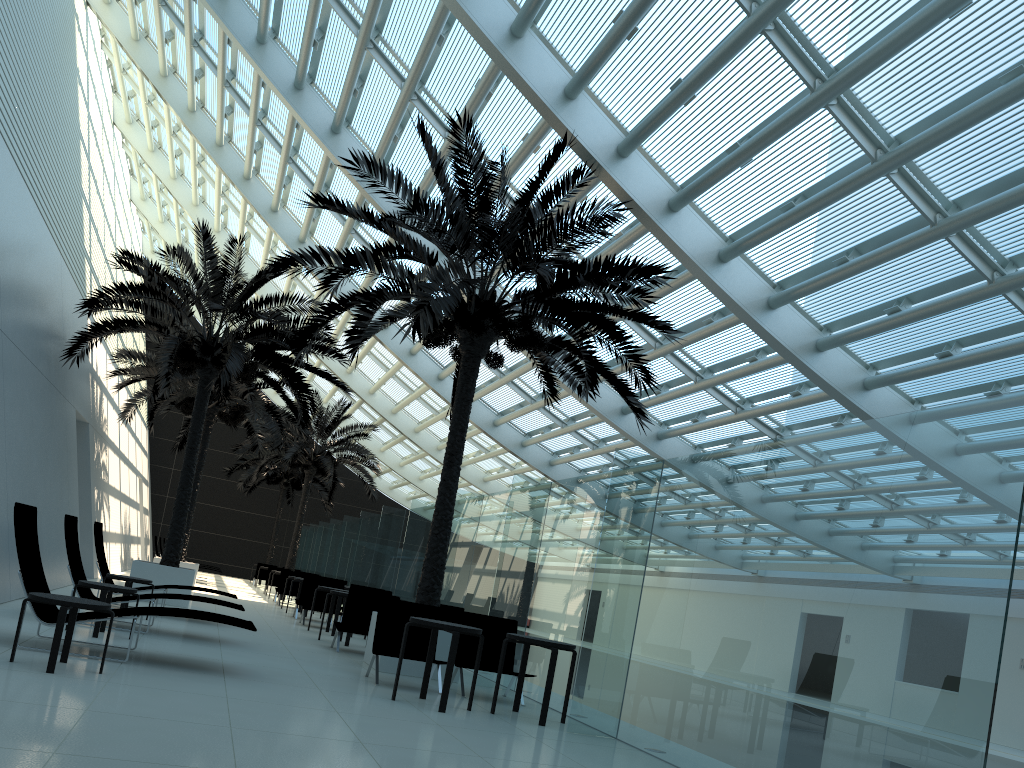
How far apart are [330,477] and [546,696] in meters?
20.7 m

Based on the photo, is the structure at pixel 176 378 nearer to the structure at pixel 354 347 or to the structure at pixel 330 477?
the structure at pixel 330 477

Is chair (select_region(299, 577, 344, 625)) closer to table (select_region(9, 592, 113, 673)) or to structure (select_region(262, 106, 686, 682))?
structure (select_region(262, 106, 686, 682))

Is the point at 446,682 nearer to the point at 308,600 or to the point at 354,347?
the point at 354,347

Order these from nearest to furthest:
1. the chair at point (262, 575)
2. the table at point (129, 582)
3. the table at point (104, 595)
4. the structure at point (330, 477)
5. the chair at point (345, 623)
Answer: the table at point (104, 595) < the table at point (129, 582) < the chair at point (345, 623) < the structure at point (330, 477) < the chair at point (262, 575)

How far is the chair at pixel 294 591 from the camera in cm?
2126

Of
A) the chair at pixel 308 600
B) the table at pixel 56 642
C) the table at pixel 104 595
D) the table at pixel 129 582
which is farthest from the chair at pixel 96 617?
the chair at pixel 308 600

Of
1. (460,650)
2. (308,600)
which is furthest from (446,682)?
(308,600)

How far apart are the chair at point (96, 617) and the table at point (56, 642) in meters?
0.4

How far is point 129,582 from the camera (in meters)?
10.85
